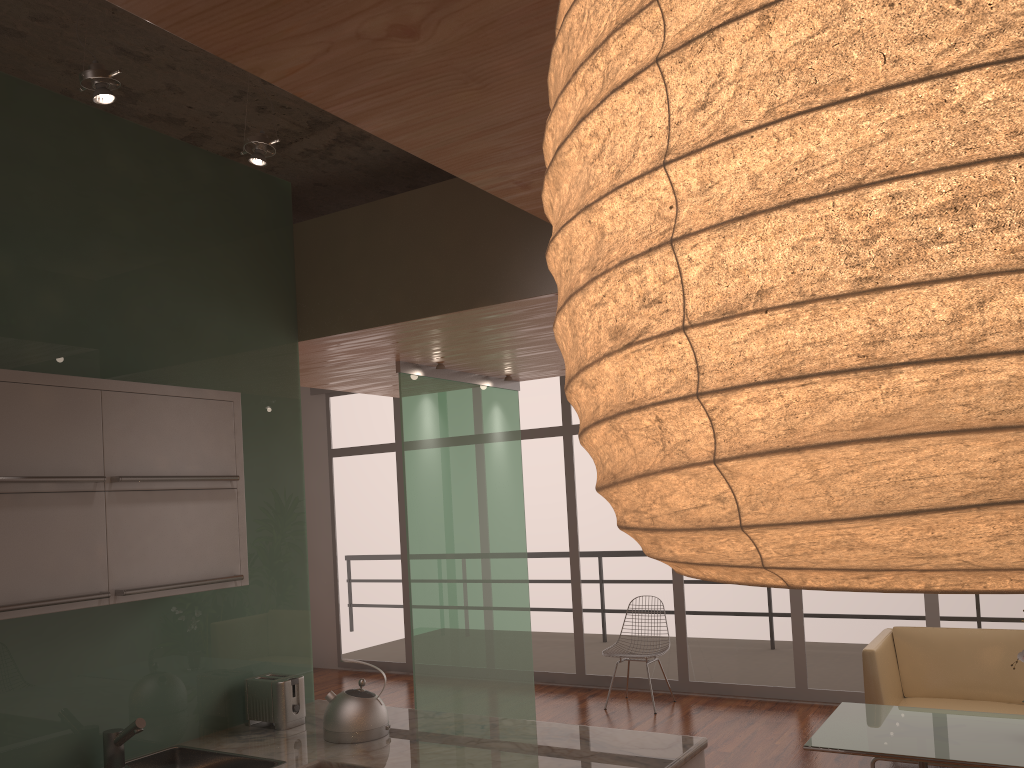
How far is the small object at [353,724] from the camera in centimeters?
331cm

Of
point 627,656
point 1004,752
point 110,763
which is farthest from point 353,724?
point 627,656

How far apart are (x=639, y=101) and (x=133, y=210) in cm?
363

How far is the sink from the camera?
3.09m

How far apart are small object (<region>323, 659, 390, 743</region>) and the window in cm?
475

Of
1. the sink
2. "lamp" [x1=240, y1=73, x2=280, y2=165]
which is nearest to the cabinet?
the sink

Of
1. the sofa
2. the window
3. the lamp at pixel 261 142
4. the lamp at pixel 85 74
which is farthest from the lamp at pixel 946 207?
the window

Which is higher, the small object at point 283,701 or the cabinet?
the cabinet

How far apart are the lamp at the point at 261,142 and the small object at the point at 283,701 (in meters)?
2.05

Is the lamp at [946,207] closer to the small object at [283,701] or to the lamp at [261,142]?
the small object at [283,701]
